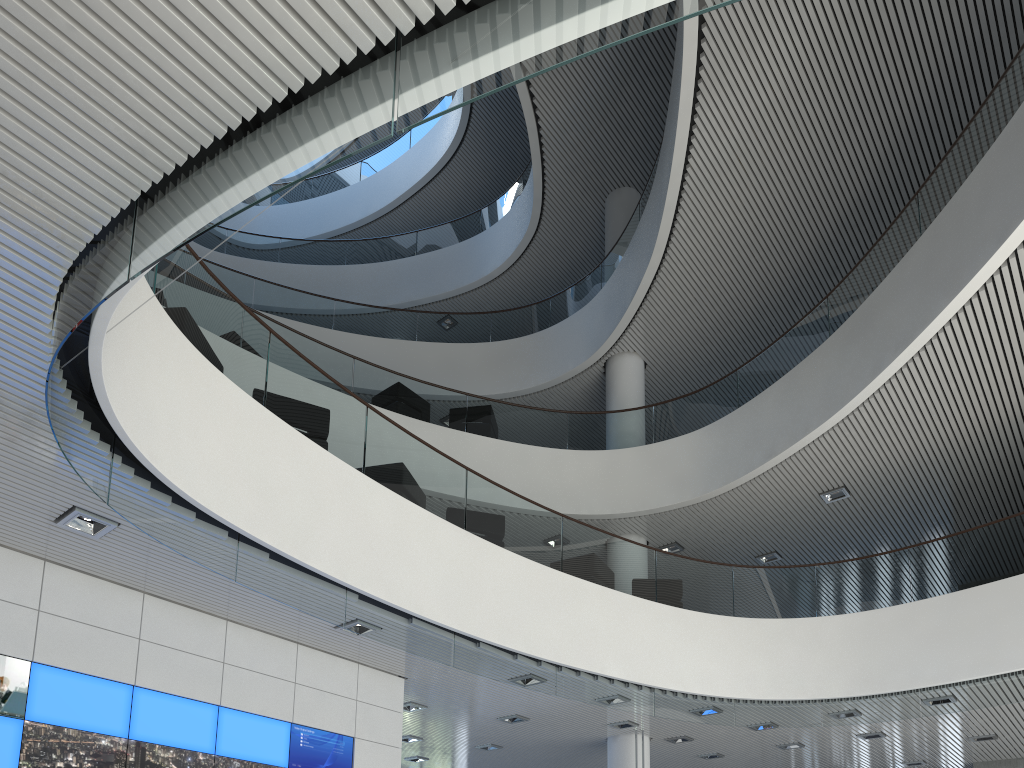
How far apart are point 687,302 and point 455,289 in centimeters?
443cm
